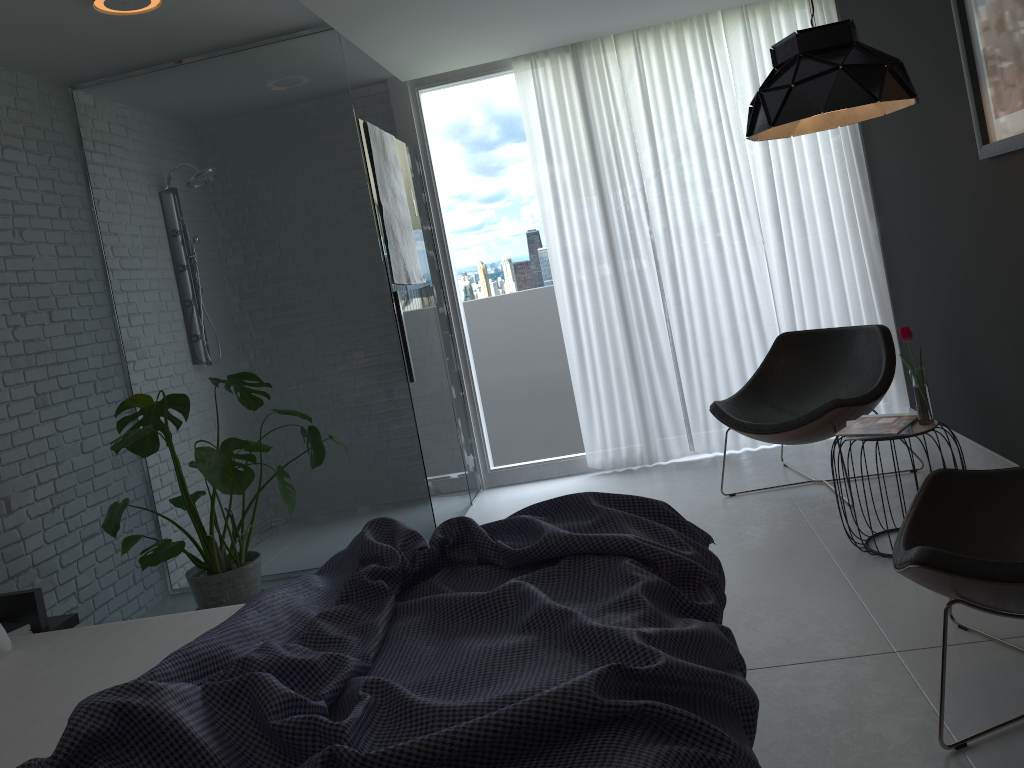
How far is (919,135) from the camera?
4.0 meters

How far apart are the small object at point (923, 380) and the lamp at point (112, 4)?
3.0m

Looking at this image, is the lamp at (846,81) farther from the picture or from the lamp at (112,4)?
the lamp at (112,4)

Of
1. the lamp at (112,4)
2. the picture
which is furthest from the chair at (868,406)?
the lamp at (112,4)

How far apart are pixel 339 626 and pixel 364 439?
2.3m

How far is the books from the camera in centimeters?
314cm

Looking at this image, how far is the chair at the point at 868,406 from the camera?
3.8 meters

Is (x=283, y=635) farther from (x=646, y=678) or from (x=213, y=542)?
(x=213, y=542)

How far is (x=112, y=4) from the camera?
3.32m

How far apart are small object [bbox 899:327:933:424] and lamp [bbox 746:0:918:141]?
0.8 meters
